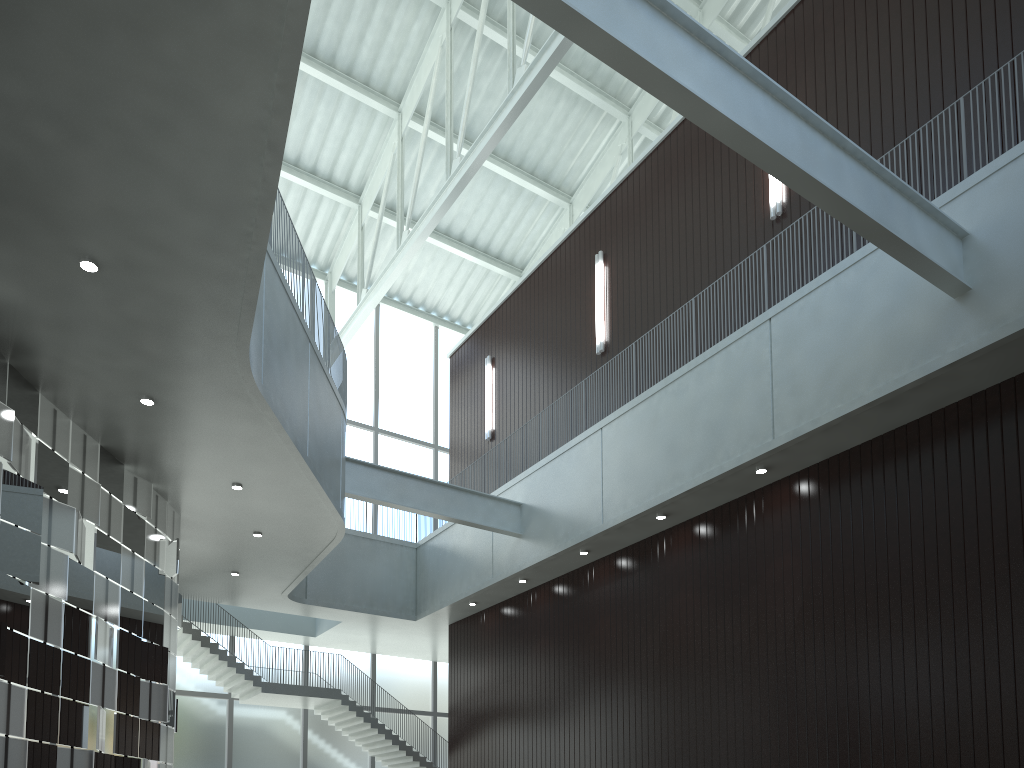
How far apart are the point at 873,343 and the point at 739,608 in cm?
1608

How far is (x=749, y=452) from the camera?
46.29m
